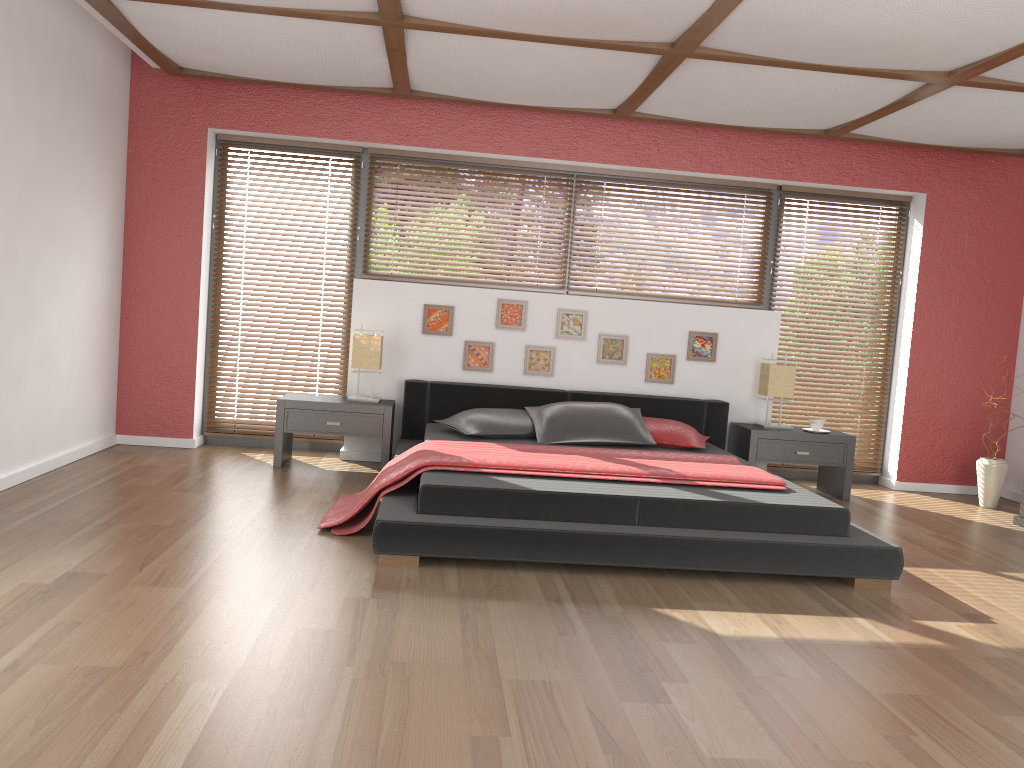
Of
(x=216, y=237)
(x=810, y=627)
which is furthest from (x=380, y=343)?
(x=810, y=627)

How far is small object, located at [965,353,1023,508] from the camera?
5.8 meters

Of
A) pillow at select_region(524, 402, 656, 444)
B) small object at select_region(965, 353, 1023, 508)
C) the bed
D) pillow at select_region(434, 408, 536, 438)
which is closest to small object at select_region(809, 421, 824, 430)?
the bed

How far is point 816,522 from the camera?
3.8 meters

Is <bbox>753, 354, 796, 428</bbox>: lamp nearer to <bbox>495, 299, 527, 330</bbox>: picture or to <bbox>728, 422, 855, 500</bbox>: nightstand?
<bbox>728, 422, 855, 500</bbox>: nightstand

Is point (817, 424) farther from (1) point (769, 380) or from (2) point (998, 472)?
(2) point (998, 472)

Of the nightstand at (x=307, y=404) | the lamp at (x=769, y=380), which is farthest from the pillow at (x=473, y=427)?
the lamp at (x=769, y=380)

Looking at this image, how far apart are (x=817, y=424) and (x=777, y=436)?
0.3 meters

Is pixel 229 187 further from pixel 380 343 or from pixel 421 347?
pixel 421 347

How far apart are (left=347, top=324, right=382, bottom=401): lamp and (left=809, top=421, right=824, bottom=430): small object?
2.9 meters
